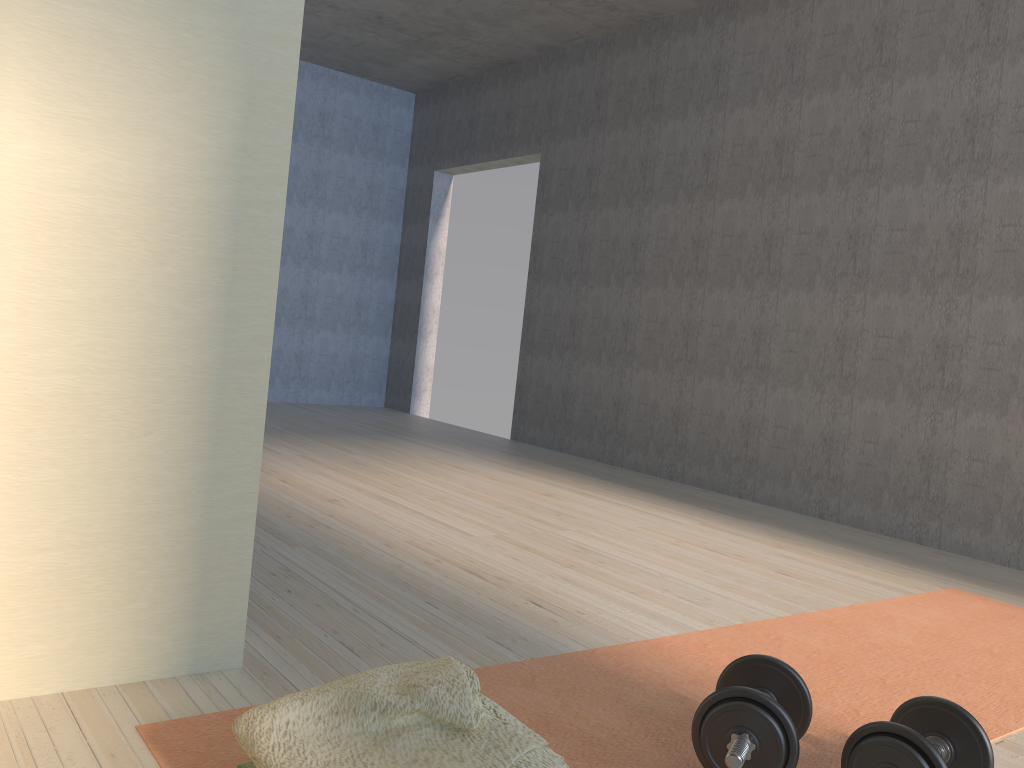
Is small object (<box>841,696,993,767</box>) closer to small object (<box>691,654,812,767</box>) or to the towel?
small object (<box>691,654,812,767</box>)

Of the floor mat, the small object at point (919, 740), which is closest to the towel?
the floor mat

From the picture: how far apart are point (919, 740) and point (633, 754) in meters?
0.5

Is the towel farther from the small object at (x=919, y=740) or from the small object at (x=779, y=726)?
the small object at (x=919, y=740)

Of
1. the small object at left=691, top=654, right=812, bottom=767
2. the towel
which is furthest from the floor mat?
the towel

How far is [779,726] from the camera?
→ 1.4 meters

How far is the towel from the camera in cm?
114

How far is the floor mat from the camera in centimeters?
158cm

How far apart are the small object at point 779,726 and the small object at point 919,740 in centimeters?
9cm

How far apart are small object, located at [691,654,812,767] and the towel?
0.3m
